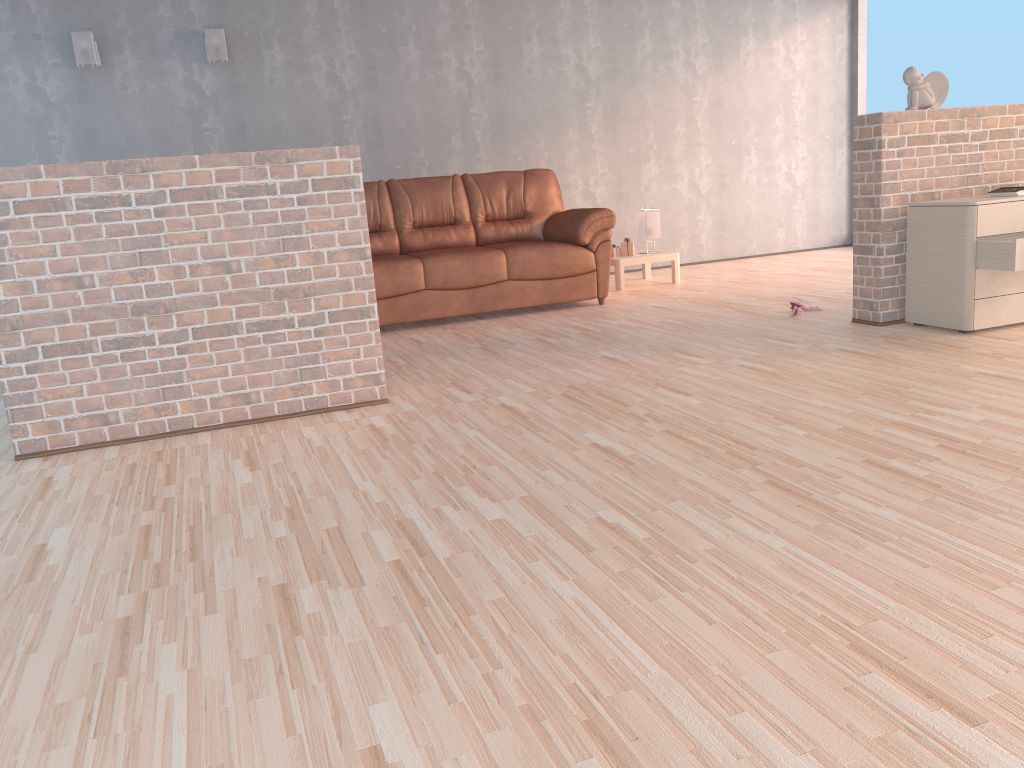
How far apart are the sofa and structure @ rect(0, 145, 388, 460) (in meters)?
1.93

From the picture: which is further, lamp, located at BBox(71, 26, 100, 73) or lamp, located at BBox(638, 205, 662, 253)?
lamp, located at BBox(638, 205, 662, 253)

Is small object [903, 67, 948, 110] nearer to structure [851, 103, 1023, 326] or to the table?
structure [851, 103, 1023, 326]

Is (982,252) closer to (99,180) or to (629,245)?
(629,245)

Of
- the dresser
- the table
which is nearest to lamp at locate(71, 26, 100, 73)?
the table

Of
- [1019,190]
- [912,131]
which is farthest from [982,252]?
[912,131]

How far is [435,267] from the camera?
5.7m

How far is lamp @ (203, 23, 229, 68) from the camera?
6.4m

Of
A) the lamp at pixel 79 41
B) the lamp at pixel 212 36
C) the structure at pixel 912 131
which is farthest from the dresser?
the lamp at pixel 79 41

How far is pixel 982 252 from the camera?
4.05m
